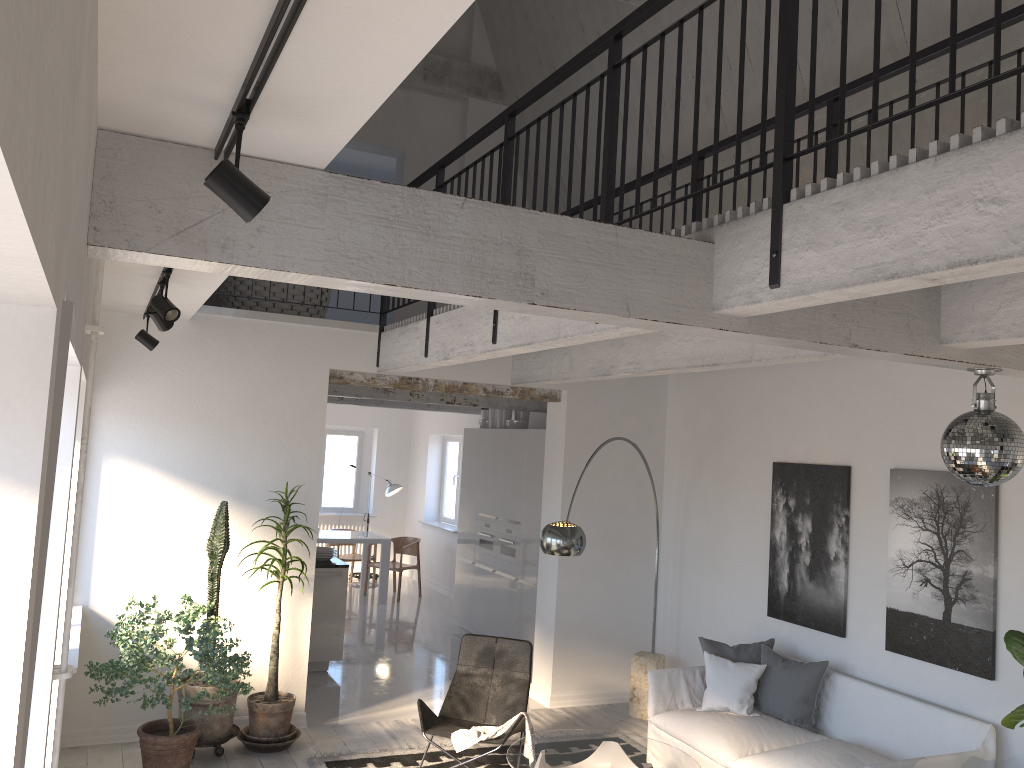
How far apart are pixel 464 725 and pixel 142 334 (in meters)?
3.41

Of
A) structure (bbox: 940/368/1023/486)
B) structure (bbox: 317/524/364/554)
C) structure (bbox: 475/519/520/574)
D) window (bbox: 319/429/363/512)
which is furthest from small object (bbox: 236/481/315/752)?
window (bbox: 319/429/363/512)

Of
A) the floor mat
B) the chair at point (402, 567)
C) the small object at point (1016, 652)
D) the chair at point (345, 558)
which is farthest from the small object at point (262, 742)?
the chair at point (345, 558)

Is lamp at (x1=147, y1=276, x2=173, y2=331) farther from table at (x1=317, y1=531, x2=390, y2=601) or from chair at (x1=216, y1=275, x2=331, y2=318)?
table at (x1=317, y1=531, x2=390, y2=601)

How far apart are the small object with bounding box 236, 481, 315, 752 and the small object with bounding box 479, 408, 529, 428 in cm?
410

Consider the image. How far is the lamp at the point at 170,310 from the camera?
4.3 meters

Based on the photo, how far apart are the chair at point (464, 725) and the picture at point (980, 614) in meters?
2.4

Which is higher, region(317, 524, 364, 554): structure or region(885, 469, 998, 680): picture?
region(885, 469, 998, 680): picture

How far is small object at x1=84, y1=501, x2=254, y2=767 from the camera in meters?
5.2

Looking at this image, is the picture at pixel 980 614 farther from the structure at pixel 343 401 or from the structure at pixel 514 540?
the structure at pixel 343 401
